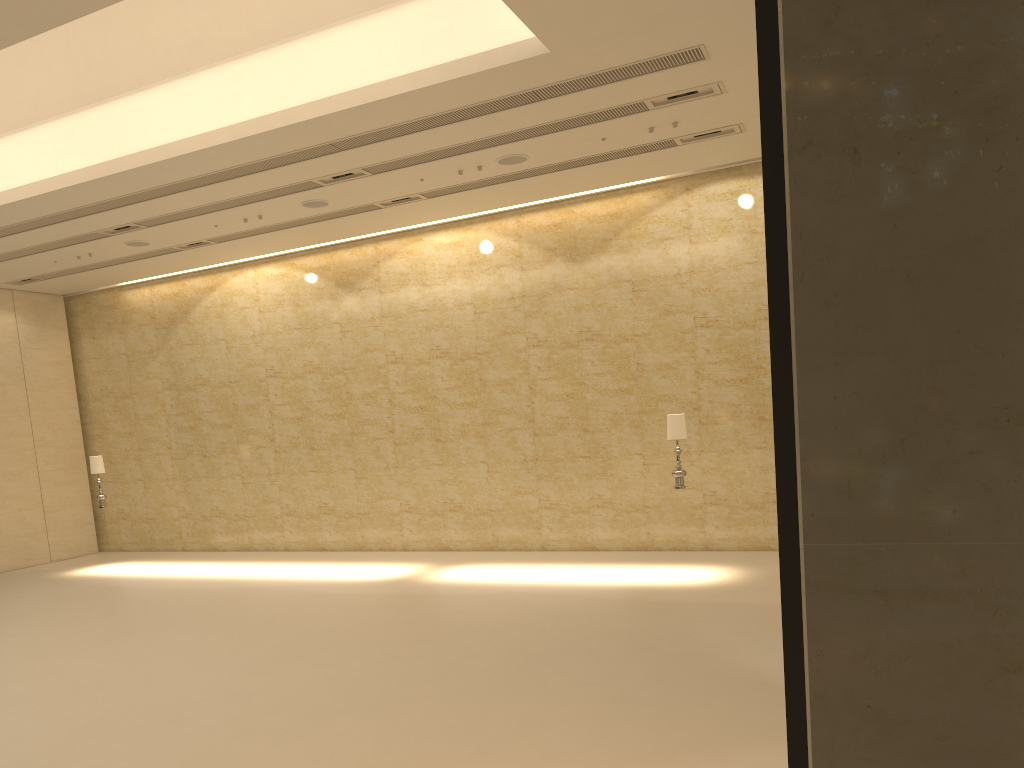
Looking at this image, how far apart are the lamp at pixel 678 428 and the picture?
10.85m

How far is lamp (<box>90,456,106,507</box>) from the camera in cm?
1646

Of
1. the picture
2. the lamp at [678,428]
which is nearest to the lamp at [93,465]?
the lamp at [678,428]

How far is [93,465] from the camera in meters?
16.5 m

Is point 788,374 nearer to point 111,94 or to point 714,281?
point 111,94

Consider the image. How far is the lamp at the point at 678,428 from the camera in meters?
12.2 m

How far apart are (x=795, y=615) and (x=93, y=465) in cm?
1717

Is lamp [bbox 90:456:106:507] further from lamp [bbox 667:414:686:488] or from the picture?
the picture

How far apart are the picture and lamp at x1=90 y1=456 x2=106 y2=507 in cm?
1712

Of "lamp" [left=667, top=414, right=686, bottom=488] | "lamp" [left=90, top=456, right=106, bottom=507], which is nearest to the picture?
"lamp" [left=667, top=414, right=686, bottom=488]
